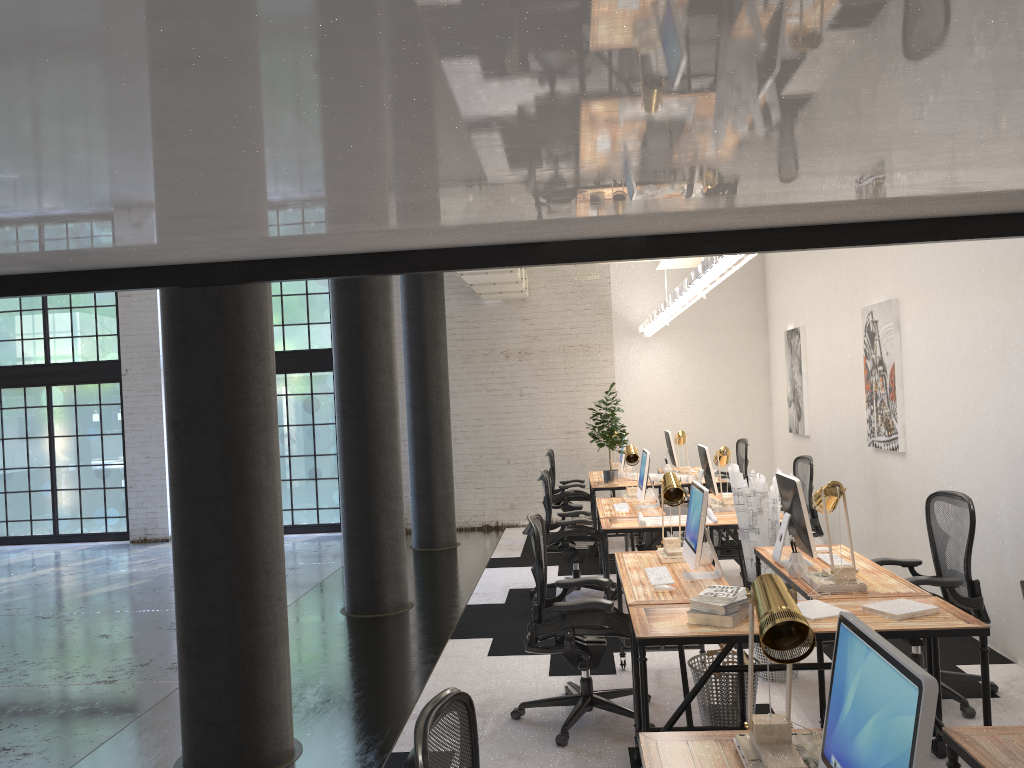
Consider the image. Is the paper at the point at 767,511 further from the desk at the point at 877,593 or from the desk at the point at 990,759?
the desk at the point at 990,759

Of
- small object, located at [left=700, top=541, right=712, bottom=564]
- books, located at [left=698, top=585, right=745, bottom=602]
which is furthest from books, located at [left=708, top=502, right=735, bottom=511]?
books, located at [left=698, top=585, right=745, bottom=602]

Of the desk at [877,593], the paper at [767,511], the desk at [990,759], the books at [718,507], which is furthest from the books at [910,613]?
the books at [718,507]

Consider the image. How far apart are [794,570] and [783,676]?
0.9 meters

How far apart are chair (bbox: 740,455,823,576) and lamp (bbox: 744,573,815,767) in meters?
5.4

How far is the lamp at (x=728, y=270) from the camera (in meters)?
5.22

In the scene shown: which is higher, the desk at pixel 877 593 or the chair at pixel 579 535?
the desk at pixel 877 593

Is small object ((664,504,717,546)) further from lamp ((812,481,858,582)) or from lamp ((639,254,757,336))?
lamp ((812,481,858,582))

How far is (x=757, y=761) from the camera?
2.2 meters

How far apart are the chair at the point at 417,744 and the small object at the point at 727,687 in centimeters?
242cm
